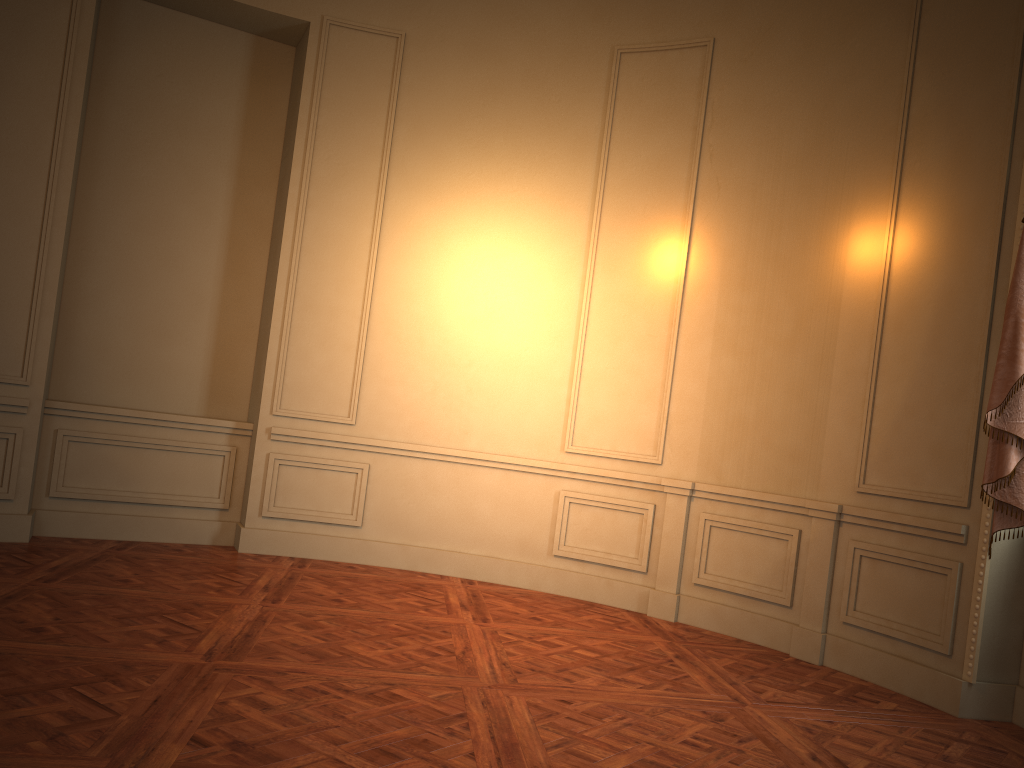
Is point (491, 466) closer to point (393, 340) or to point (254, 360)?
point (393, 340)

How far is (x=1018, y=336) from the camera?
3.9 meters

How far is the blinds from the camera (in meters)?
3.95

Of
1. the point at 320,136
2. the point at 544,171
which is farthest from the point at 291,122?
the point at 544,171

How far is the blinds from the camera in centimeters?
395cm
